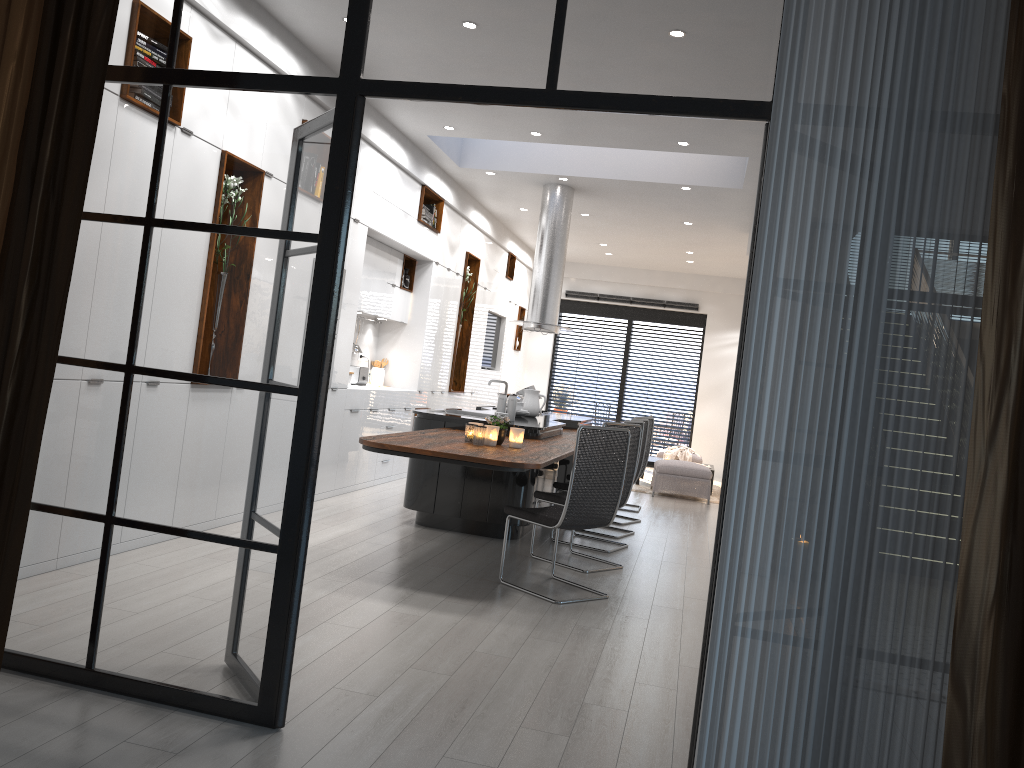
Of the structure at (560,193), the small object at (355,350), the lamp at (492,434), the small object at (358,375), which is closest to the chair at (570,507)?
the lamp at (492,434)

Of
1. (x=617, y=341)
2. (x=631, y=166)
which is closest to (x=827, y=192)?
(x=631, y=166)

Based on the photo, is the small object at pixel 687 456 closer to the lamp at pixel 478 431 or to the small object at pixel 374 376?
the small object at pixel 374 376

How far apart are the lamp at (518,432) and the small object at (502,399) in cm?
145

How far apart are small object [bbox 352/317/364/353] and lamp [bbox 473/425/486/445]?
4.0 meters

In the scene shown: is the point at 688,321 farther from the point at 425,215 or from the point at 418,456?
the point at 418,456

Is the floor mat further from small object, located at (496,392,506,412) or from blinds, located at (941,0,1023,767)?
blinds, located at (941,0,1023,767)

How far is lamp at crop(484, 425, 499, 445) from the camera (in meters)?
5.52

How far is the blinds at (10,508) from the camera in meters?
2.7

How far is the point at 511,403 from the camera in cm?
705
